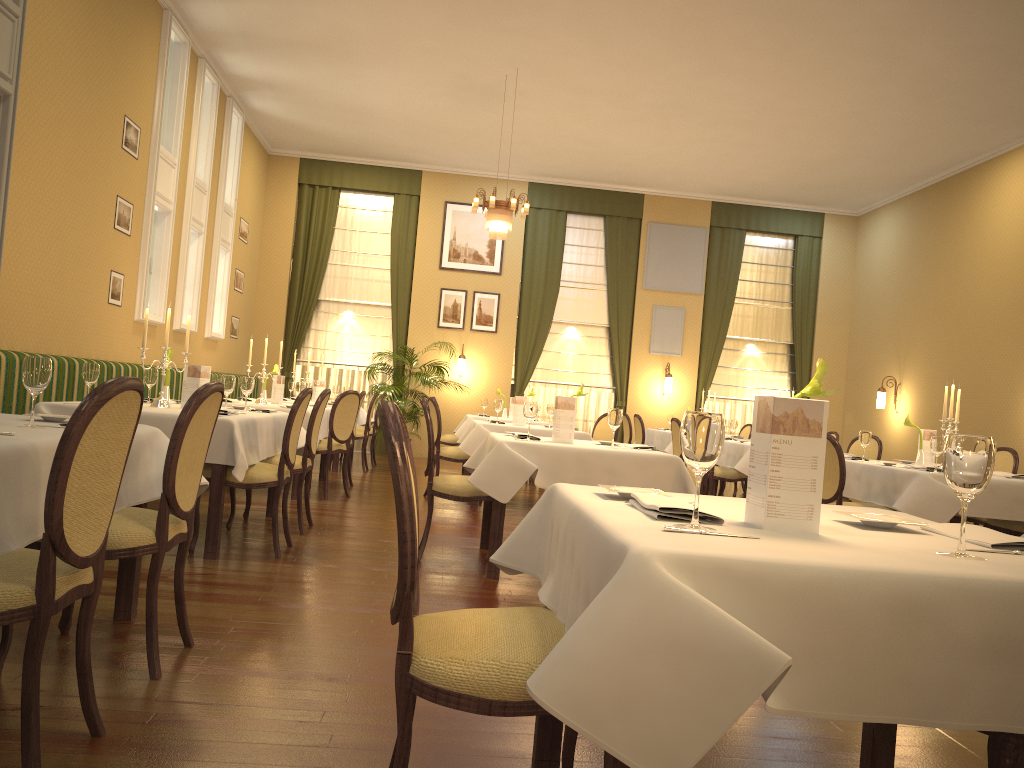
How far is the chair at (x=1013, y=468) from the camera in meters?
6.5 m

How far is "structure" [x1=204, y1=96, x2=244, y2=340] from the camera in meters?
10.9

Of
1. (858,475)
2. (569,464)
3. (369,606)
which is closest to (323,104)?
(569,464)

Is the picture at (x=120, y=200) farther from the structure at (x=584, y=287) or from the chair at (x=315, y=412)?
the structure at (x=584, y=287)

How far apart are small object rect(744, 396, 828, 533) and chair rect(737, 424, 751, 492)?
10.73m

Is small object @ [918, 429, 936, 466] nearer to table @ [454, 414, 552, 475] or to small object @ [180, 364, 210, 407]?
small object @ [180, 364, 210, 407]

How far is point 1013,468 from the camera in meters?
6.5 m

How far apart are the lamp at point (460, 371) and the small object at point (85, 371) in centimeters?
868cm

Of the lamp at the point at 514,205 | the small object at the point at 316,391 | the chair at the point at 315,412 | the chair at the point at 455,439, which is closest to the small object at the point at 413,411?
the small object at the point at 316,391

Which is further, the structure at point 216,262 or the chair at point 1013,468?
the structure at point 216,262
